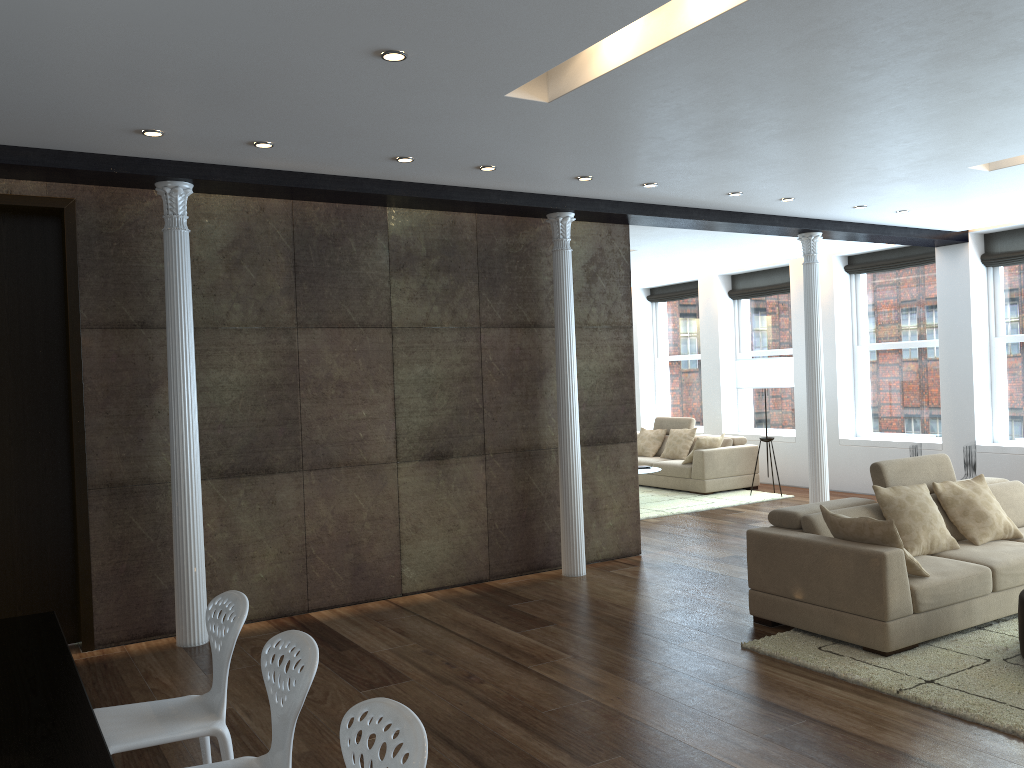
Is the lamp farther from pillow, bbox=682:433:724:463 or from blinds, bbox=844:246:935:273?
blinds, bbox=844:246:935:273

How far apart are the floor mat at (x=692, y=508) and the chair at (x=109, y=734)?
6.88m

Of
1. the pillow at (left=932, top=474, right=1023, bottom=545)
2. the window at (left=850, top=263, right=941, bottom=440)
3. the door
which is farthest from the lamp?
the door

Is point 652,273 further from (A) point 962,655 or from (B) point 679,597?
(A) point 962,655

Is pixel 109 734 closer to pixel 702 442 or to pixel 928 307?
pixel 702 442

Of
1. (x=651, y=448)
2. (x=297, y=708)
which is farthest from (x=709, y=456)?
(x=297, y=708)

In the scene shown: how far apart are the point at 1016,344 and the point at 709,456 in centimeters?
366cm

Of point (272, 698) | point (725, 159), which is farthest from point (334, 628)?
point (725, 159)

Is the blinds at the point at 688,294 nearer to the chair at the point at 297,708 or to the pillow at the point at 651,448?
the pillow at the point at 651,448

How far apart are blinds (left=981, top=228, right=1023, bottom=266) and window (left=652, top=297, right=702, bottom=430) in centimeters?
474cm
